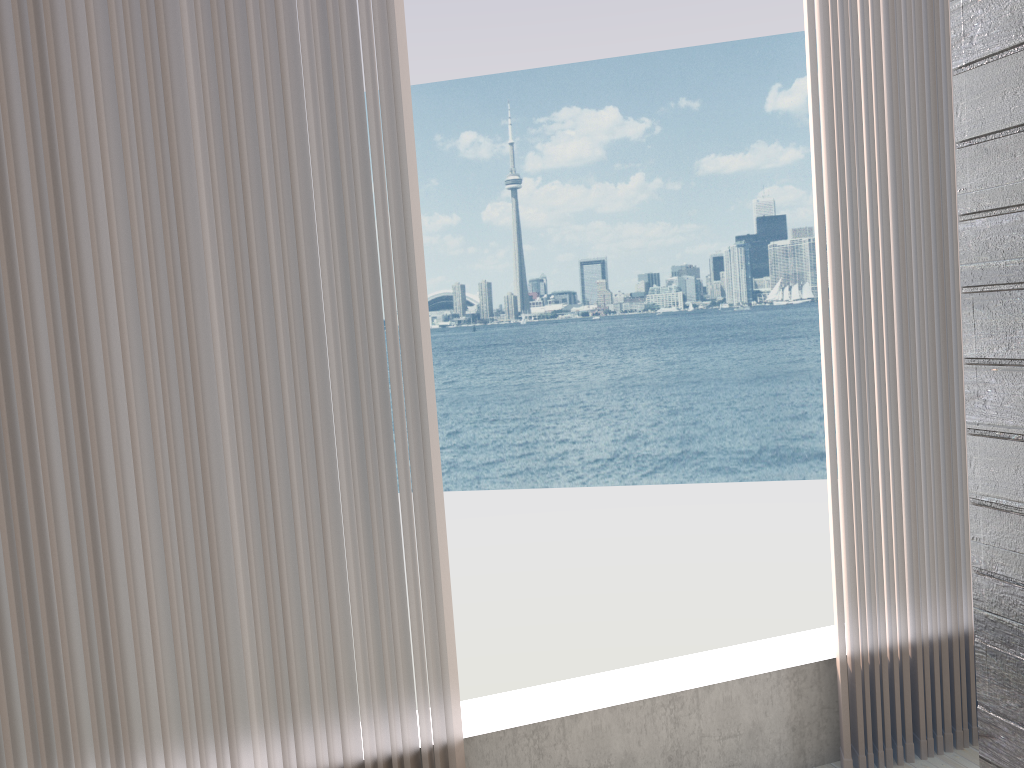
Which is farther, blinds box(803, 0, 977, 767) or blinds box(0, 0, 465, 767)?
blinds box(803, 0, 977, 767)

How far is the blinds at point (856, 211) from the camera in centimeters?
204cm

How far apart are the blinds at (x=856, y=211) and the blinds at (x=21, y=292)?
0.92m

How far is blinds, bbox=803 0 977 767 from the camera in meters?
2.0 m

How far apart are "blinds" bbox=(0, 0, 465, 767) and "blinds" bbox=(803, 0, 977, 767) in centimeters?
92cm

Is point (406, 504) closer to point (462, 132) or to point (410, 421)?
point (410, 421)

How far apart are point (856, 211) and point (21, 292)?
1.7 meters

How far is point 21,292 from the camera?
1.6m
